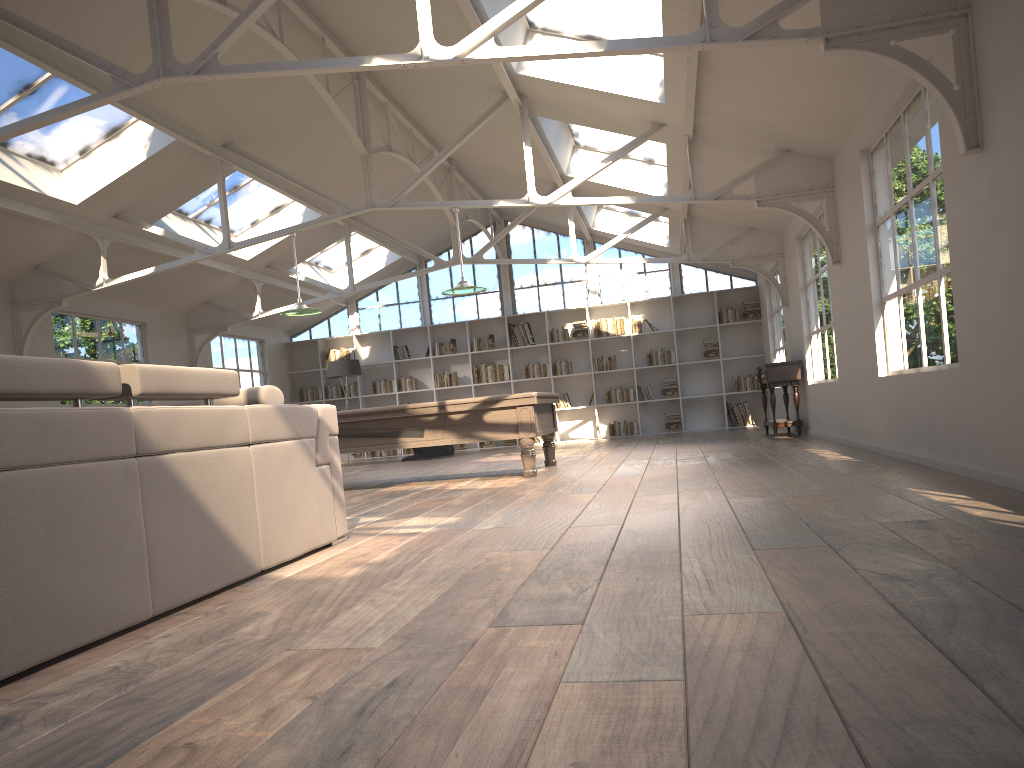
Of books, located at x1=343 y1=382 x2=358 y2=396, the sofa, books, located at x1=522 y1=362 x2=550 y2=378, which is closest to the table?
books, located at x1=522 y1=362 x2=550 y2=378

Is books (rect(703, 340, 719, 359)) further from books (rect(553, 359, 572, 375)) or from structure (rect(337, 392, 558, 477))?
structure (rect(337, 392, 558, 477))

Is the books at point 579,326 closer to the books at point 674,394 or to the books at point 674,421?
the books at point 674,394

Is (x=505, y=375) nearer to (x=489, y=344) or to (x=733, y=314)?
(x=489, y=344)

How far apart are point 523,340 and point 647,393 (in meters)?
2.39

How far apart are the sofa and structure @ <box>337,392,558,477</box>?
3.4 meters

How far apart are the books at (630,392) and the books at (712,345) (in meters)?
1.48

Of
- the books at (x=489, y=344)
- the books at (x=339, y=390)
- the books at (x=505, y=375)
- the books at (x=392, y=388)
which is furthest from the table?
the books at (x=339, y=390)

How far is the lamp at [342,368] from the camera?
14.7m

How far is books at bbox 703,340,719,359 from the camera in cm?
1520
